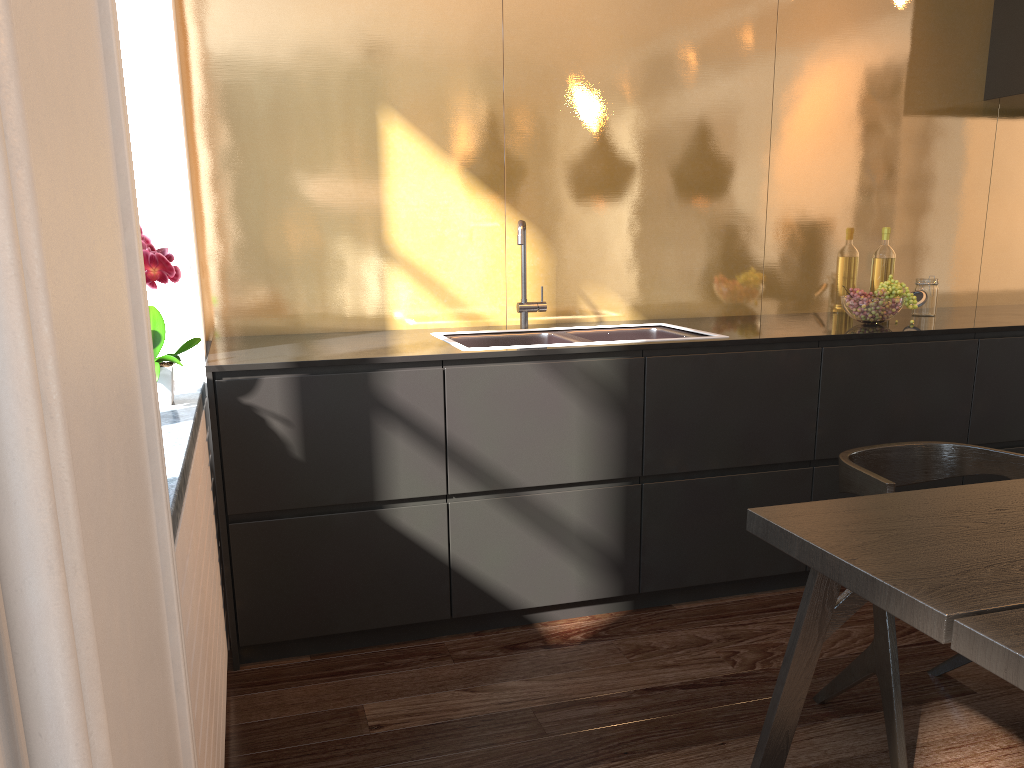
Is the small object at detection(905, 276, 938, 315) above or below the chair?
above

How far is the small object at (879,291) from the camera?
3.08m

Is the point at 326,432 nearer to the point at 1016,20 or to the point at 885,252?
the point at 885,252

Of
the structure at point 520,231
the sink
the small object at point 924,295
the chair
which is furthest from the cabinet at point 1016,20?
the structure at point 520,231

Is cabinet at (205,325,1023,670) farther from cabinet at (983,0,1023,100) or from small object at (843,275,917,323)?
cabinet at (983,0,1023,100)

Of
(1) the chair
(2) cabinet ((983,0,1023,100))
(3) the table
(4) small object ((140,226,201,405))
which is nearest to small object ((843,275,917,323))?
(1) the chair

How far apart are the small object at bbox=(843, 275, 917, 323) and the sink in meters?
0.6

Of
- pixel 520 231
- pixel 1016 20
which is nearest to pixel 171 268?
pixel 520 231

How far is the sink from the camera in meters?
3.1

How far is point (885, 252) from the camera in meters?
3.6 m
